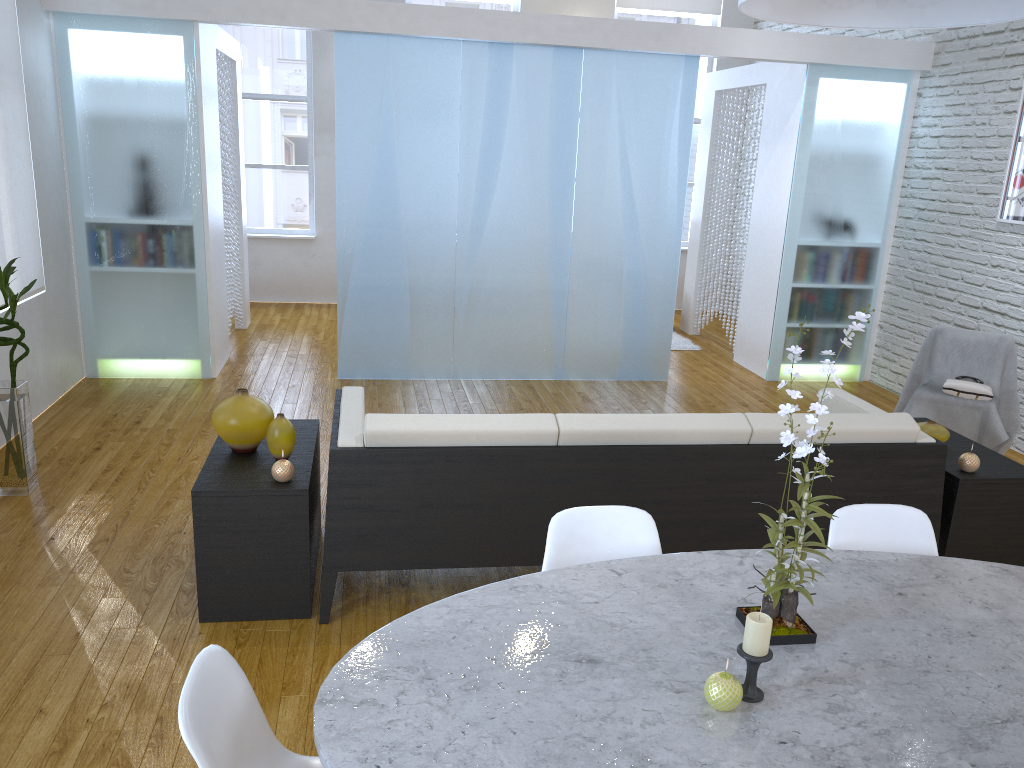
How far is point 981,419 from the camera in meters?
4.4 m

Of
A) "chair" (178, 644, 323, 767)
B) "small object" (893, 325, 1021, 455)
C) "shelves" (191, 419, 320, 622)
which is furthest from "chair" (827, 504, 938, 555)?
"small object" (893, 325, 1021, 455)

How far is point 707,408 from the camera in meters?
5.5 m

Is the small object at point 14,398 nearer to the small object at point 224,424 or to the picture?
the small object at point 224,424

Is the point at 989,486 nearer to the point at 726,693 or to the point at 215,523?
the point at 726,693

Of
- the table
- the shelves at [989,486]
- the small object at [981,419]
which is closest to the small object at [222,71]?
the small object at [981,419]

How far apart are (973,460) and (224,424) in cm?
261

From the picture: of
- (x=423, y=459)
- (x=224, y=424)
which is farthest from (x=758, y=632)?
(x=224, y=424)

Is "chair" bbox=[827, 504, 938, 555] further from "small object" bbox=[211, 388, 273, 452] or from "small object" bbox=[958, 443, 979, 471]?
"small object" bbox=[211, 388, 273, 452]

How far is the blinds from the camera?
4.3m
